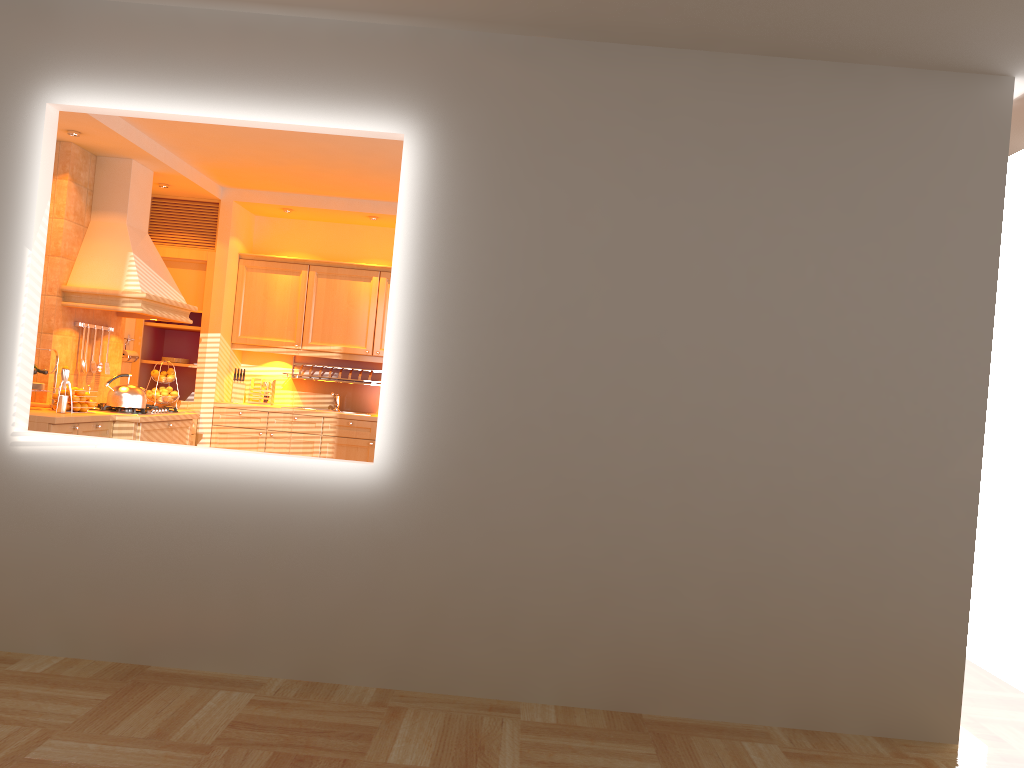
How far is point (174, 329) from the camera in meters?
7.6 m

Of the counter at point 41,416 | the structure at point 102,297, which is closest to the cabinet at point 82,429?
the counter at point 41,416

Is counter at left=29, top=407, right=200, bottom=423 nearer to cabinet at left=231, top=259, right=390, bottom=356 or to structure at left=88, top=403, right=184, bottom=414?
structure at left=88, top=403, right=184, bottom=414

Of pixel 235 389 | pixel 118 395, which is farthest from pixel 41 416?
pixel 235 389

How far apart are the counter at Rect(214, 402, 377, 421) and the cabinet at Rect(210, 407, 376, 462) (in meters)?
0.05

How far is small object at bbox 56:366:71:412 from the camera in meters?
5.3

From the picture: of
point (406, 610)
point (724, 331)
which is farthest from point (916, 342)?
point (406, 610)

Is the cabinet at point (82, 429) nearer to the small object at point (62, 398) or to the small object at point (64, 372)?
the small object at point (62, 398)

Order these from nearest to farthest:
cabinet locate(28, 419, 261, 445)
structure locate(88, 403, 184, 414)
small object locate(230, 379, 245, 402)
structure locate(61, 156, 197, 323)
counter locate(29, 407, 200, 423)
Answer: Answer: counter locate(29, 407, 200, 423)
cabinet locate(28, 419, 261, 445)
structure locate(61, 156, 197, 323)
structure locate(88, 403, 184, 414)
small object locate(230, 379, 245, 402)

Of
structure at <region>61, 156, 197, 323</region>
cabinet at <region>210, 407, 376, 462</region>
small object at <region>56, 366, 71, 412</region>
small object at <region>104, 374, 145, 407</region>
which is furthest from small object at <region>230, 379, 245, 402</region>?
small object at <region>56, 366, 71, 412</region>
